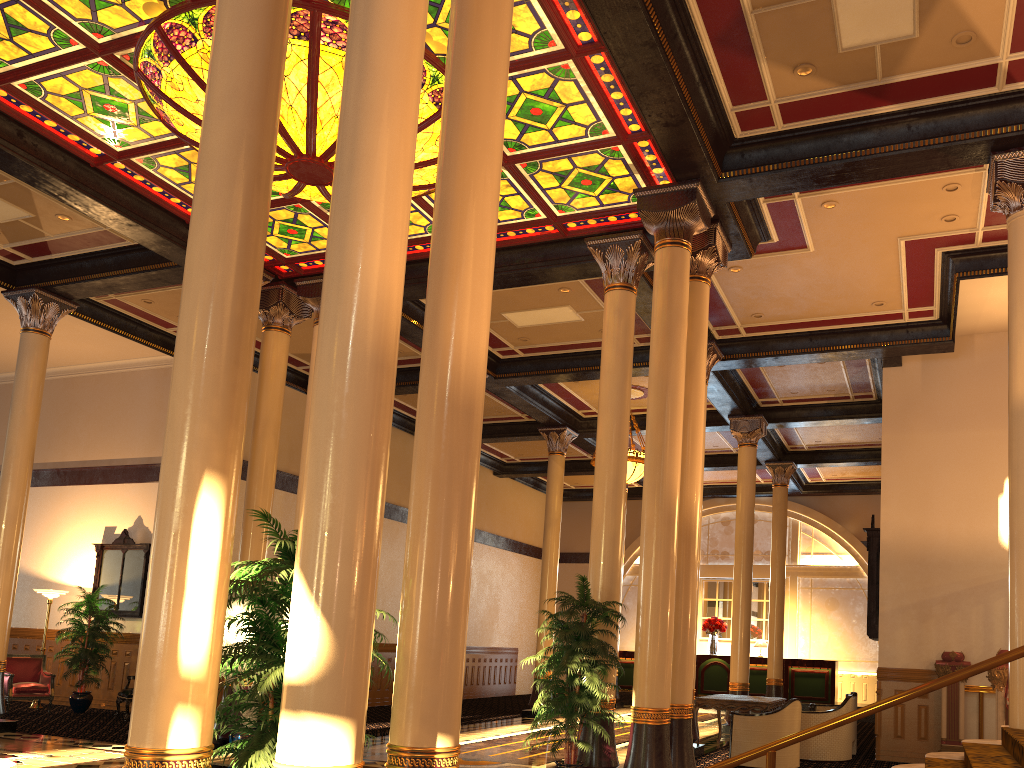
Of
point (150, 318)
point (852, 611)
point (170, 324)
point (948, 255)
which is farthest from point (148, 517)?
point (852, 611)

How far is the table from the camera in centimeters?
1151cm

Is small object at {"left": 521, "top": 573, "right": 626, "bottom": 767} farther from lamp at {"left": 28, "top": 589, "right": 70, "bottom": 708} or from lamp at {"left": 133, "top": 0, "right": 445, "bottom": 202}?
lamp at {"left": 28, "top": 589, "right": 70, "bottom": 708}

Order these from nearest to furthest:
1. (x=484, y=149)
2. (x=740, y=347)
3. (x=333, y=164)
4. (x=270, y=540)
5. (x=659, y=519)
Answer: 1. (x=484, y=149)
2. (x=659, y=519)
3. (x=333, y=164)
4. (x=740, y=347)
5. (x=270, y=540)

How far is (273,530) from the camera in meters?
4.8 m

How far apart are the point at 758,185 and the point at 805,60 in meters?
1.5

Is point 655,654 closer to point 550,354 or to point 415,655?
point 415,655

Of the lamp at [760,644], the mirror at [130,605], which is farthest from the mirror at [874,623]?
the mirror at [130,605]

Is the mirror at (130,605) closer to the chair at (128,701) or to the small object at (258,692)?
the chair at (128,701)

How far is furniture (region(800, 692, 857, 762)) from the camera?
11.3 meters
